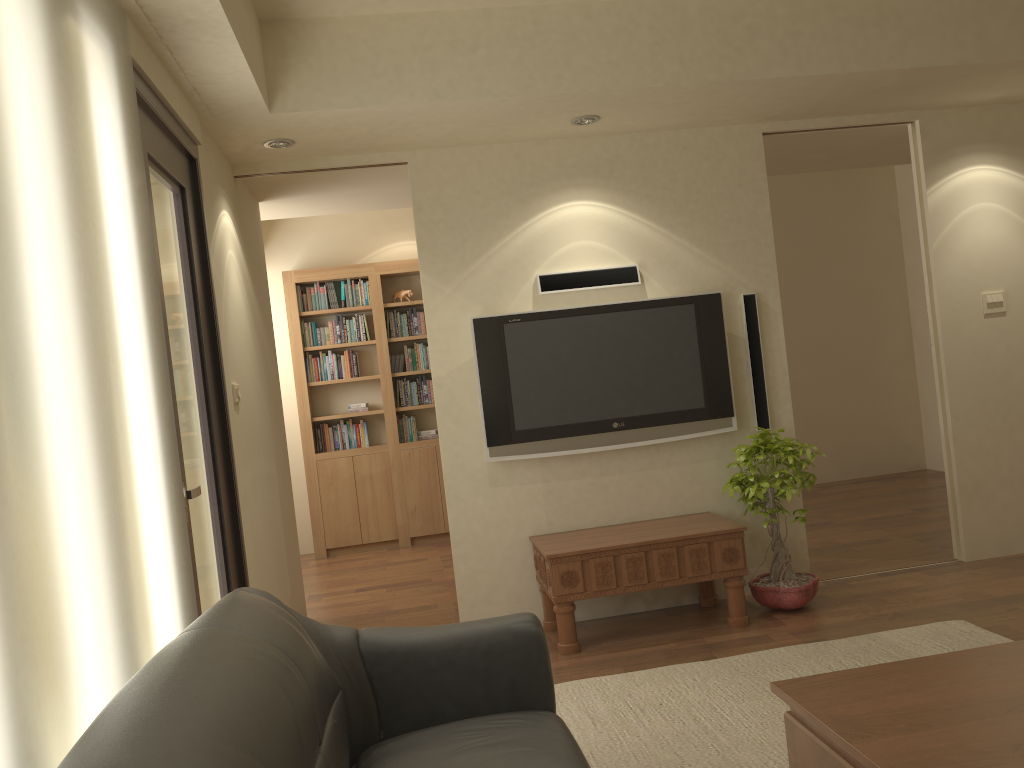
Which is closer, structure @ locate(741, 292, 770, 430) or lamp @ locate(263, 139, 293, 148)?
lamp @ locate(263, 139, 293, 148)

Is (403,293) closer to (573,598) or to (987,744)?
(573,598)

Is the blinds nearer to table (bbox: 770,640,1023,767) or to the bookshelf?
table (bbox: 770,640,1023,767)

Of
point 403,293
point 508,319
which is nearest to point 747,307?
point 508,319

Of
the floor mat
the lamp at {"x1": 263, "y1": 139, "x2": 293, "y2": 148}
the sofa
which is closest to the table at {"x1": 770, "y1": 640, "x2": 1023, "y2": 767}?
the sofa

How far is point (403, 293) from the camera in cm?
764

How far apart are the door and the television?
1.4m

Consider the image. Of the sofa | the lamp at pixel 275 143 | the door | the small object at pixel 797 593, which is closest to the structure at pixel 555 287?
the small object at pixel 797 593

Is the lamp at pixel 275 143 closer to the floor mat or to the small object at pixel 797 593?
the small object at pixel 797 593

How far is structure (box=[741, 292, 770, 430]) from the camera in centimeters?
488cm
